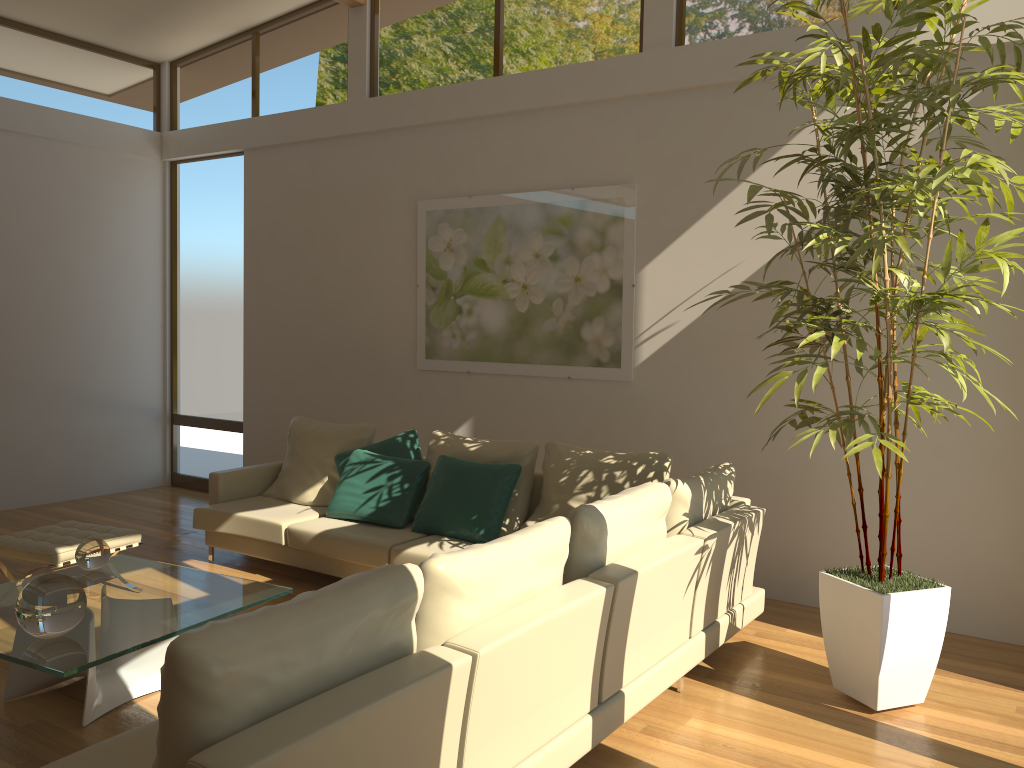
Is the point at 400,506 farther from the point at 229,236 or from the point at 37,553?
the point at 229,236

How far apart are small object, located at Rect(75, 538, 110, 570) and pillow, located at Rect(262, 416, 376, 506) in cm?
184

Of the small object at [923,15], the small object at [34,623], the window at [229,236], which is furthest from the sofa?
the window at [229,236]

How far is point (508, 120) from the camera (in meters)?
6.29

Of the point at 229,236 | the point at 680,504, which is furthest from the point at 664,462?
the point at 229,236

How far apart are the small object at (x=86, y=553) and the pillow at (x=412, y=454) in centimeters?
184cm

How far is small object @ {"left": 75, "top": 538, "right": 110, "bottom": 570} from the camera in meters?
4.2 m

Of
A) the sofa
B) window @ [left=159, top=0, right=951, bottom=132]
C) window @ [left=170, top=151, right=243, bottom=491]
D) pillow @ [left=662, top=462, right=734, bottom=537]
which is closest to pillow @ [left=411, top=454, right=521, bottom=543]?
the sofa

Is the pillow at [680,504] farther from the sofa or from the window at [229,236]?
the window at [229,236]

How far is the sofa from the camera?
2.1 meters
